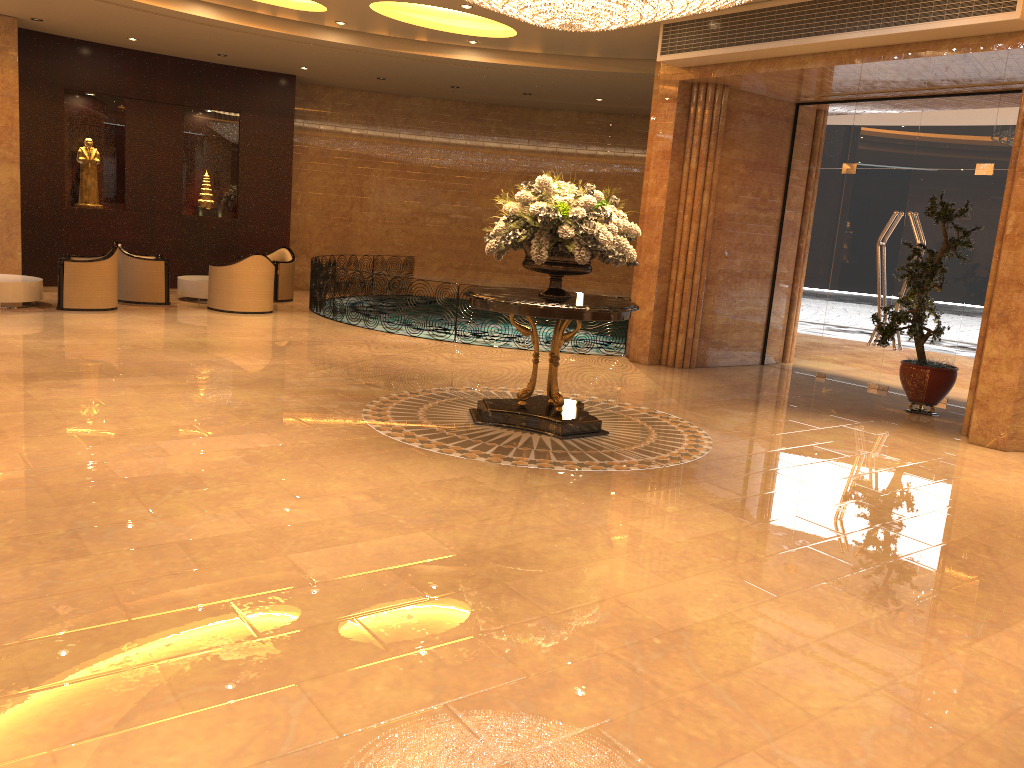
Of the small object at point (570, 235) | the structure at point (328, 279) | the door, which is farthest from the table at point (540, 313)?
the structure at point (328, 279)

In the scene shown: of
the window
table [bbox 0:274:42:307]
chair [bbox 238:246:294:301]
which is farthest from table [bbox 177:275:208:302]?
the window

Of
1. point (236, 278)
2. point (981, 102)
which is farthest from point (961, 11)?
point (236, 278)

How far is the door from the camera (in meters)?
10.32

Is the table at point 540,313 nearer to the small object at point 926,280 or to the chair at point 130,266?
the small object at point 926,280

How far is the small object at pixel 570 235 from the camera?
6.9m

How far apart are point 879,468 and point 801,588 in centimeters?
301cm

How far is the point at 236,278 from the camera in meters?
13.1 m

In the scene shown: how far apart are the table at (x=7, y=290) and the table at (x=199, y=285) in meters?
2.3 m

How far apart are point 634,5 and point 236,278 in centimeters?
818cm
